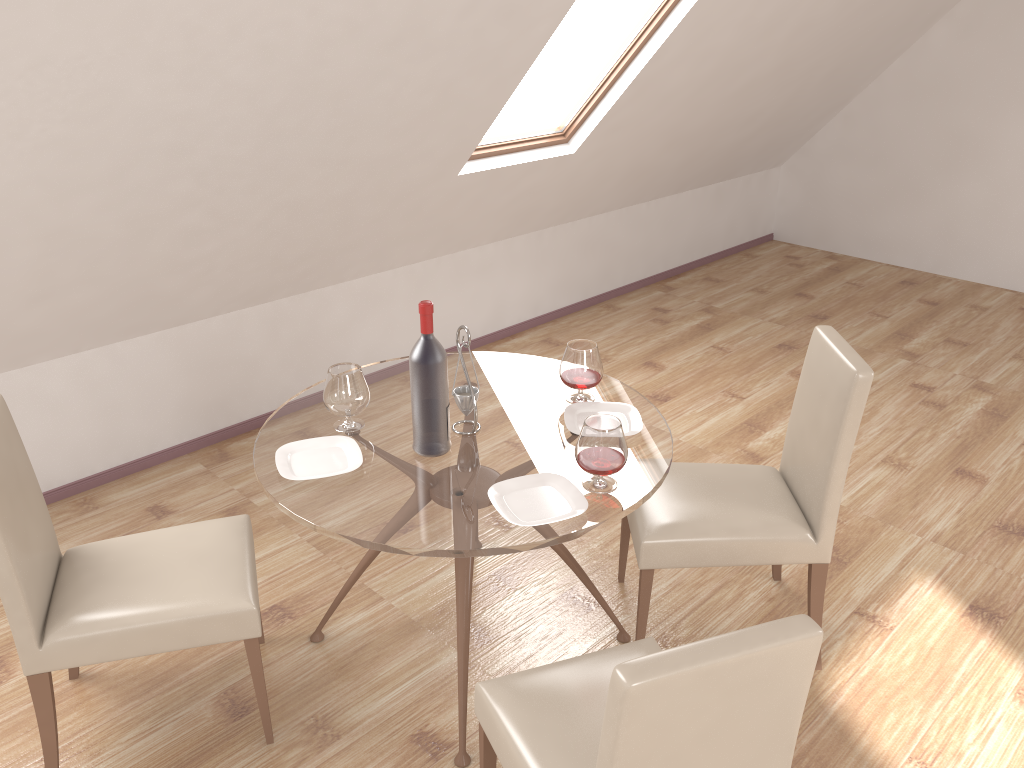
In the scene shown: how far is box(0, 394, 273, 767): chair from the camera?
2.2 meters

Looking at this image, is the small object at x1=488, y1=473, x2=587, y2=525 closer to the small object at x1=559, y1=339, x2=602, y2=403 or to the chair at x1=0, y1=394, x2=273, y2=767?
the small object at x1=559, y1=339, x2=602, y2=403

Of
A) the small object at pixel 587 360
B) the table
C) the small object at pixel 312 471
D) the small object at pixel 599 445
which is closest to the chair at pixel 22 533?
the table

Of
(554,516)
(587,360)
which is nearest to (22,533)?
(554,516)

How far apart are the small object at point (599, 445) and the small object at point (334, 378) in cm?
67

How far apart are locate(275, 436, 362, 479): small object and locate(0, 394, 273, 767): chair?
0.32m

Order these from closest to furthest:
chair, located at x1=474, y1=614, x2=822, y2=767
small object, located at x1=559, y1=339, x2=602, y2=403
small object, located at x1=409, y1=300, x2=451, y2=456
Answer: chair, located at x1=474, y1=614, x2=822, y2=767
small object, located at x1=409, y1=300, x2=451, y2=456
small object, located at x1=559, y1=339, x2=602, y2=403

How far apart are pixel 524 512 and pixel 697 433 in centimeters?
221cm

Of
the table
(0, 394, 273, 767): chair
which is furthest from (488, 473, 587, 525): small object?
(0, 394, 273, 767): chair

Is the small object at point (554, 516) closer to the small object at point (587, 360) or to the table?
the table
